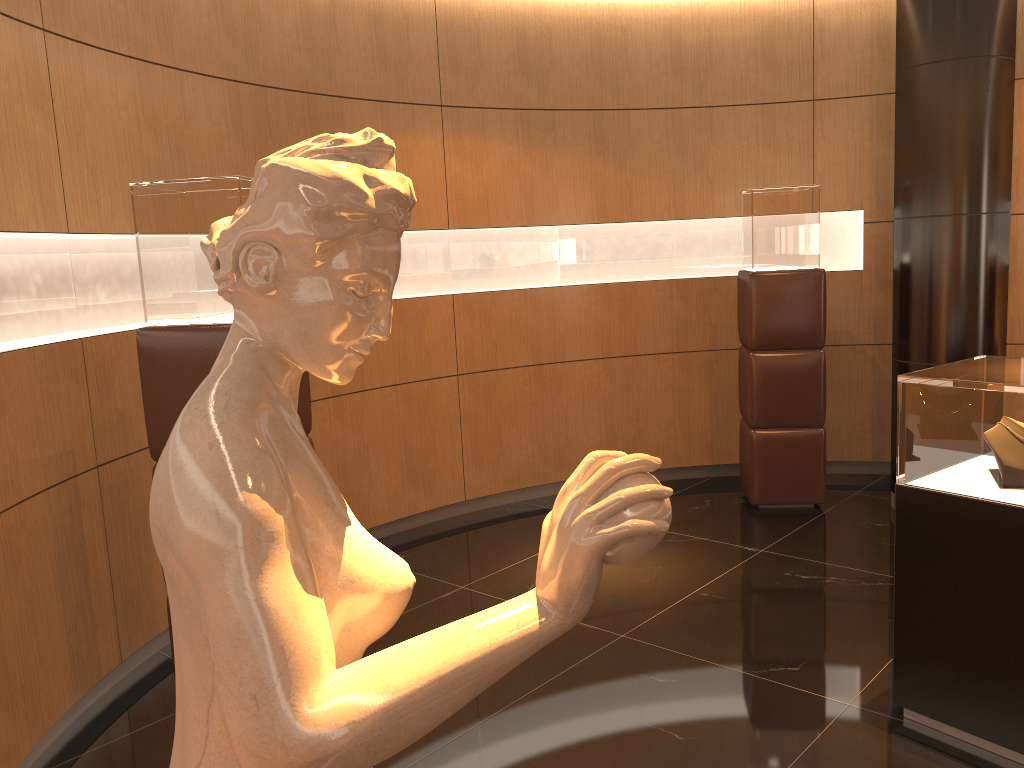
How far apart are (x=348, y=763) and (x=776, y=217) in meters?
5.1 m

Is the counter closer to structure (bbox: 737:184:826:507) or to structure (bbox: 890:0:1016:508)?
structure (bbox: 890:0:1016:508)

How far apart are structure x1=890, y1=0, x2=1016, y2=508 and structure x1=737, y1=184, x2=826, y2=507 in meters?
Answer: 0.4

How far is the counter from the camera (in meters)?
2.74

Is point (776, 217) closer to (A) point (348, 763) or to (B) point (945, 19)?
(B) point (945, 19)

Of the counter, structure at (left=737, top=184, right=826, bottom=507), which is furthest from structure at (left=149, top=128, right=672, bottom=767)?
structure at (left=737, top=184, right=826, bottom=507)

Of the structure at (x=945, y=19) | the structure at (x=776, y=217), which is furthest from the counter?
the structure at (x=776, y=217)

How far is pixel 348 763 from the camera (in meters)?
0.76

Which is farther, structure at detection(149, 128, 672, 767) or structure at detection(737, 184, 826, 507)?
structure at detection(737, 184, 826, 507)

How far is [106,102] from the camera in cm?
364
